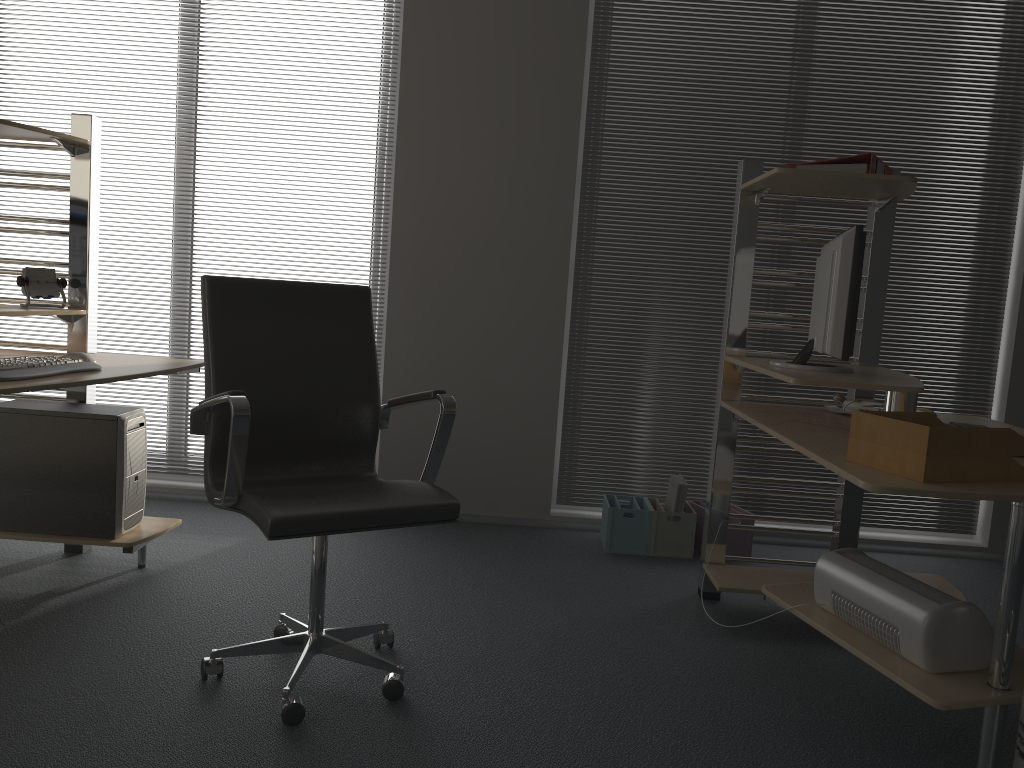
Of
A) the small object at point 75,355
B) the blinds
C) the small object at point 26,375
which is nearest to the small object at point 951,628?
the blinds

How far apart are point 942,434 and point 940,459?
0.1m

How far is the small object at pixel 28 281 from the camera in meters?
3.0 m

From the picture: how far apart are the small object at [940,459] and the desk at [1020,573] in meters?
0.0 m

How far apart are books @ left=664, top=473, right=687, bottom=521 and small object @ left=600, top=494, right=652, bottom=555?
0.1m

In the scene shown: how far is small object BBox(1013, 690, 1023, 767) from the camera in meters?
1.7 m

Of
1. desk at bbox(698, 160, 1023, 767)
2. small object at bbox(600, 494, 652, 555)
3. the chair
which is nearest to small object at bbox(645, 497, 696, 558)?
small object at bbox(600, 494, 652, 555)

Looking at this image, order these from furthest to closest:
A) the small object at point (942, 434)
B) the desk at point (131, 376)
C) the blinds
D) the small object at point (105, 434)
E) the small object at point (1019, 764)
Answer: the blinds
the small object at point (105, 434)
the desk at point (131, 376)
the small object at point (942, 434)
the small object at point (1019, 764)

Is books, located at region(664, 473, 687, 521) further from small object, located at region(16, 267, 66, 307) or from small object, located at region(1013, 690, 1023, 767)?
small object, located at region(16, 267, 66, 307)

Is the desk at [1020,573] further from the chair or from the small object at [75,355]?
the small object at [75,355]
